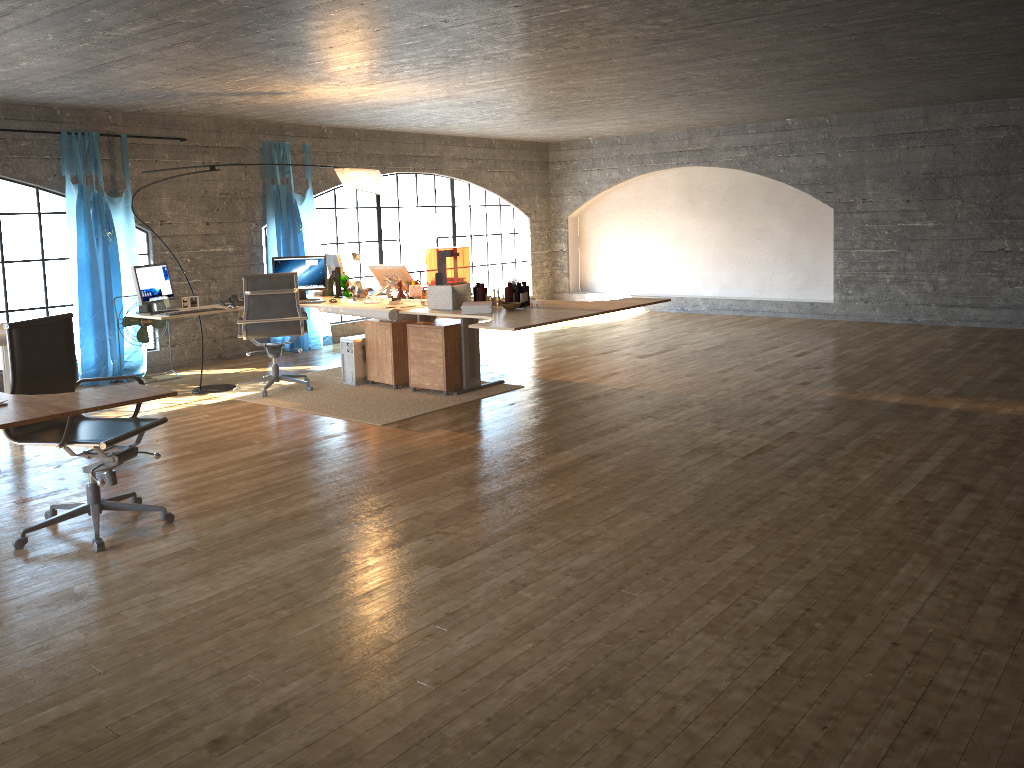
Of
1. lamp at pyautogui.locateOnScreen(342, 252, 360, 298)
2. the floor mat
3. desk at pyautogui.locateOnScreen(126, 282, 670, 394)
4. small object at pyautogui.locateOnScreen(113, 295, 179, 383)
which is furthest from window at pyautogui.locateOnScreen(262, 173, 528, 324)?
desk at pyautogui.locateOnScreen(126, 282, 670, 394)

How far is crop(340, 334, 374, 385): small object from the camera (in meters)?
7.57

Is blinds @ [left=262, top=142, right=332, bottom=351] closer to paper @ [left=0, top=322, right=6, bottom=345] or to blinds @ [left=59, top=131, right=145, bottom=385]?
blinds @ [left=59, top=131, right=145, bottom=385]

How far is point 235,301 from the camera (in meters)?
7.45

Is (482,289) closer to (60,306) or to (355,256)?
(355,256)

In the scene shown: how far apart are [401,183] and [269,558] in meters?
11.9

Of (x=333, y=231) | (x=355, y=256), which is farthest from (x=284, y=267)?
(x=333, y=231)

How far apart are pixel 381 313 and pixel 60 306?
8.5 meters

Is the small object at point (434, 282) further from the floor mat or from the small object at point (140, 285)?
the small object at point (140, 285)

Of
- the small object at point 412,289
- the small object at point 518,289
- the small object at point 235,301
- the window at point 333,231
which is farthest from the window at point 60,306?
the small object at point 518,289
